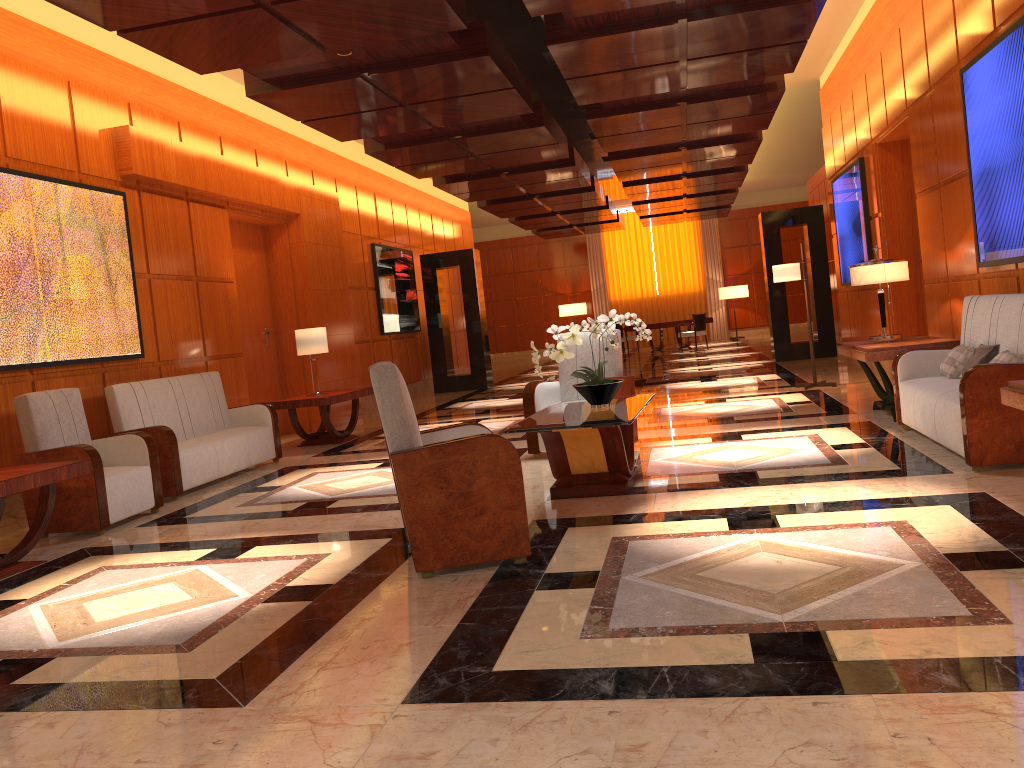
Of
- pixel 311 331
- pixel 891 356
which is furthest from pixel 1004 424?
pixel 311 331

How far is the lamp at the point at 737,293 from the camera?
24.83m

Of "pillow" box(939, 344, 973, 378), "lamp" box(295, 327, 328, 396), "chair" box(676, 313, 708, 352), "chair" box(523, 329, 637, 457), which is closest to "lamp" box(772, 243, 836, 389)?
"chair" box(523, 329, 637, 457)

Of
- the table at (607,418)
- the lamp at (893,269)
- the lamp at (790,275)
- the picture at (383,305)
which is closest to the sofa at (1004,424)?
the lamp at (893,269)

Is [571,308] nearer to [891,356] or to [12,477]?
[891,356]

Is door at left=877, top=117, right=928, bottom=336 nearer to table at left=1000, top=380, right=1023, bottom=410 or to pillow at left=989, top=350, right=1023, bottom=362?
pillow at left=989, top=350, right=1023, bottom=362

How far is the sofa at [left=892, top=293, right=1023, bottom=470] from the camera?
4.80m

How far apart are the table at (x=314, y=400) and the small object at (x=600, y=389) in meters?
4.0 m

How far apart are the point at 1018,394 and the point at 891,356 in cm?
318

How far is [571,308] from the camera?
25.8 meters
